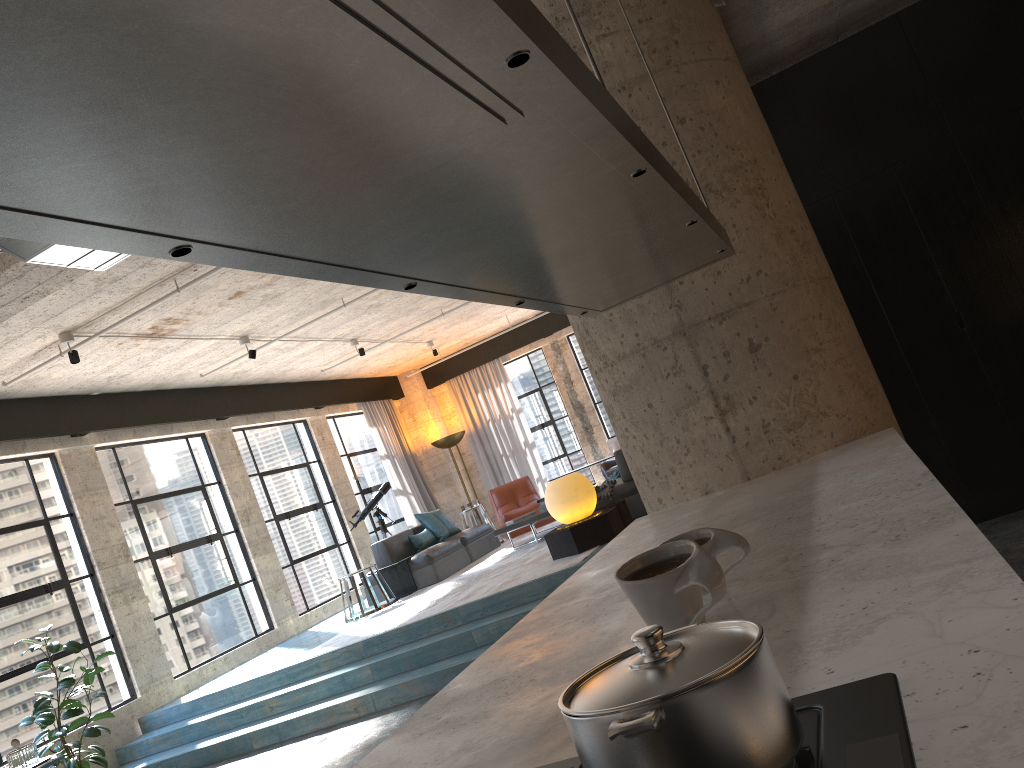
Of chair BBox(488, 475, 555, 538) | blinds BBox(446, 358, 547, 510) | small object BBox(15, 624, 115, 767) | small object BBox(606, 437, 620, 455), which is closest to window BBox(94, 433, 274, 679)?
small object BBox(15, 624, 115, 767)

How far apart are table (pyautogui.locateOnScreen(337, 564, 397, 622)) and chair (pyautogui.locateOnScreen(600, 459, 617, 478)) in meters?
3.5

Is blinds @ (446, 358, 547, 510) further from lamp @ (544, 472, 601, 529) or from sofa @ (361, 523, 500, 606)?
lamp @ (544, 472, 601, 529)

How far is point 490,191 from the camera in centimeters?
136cm

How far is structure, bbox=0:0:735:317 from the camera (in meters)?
0.70

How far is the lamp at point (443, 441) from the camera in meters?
14.6

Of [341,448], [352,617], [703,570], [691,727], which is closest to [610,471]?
[352,617]

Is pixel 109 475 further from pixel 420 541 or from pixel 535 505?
pixel 535 505

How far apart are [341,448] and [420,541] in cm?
315

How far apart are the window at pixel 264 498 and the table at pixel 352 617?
1.55m
